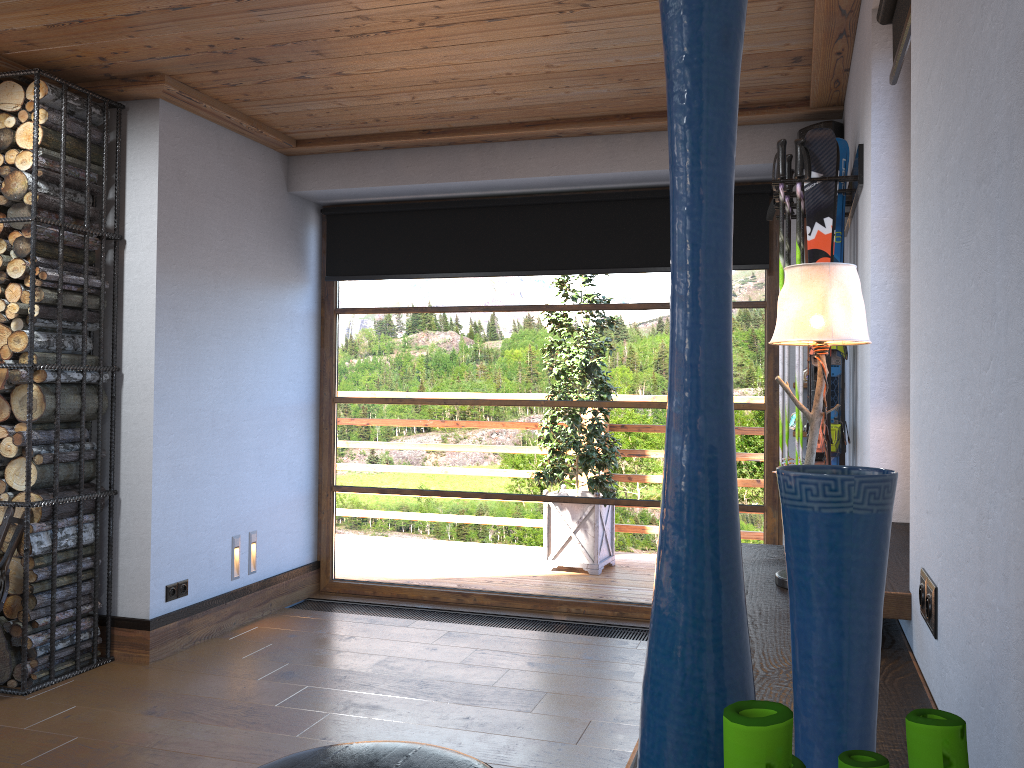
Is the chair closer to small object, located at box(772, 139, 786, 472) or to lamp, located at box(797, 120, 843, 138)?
small object, located at box(772, 139, 786, 472)

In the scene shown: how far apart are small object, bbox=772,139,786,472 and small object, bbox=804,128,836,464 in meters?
0.1 m

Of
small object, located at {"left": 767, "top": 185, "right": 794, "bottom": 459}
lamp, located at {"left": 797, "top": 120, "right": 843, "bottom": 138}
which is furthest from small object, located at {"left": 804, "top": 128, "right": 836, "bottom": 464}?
lamp, located at {"left": 797, "top": 120, "right": 843, "bottom": 138}

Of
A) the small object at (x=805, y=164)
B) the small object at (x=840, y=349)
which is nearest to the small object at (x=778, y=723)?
the small object at (x=805, y=164)

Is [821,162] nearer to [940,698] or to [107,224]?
[940,698]

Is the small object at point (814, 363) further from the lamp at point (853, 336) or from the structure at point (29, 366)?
the structure at point (29, 366)

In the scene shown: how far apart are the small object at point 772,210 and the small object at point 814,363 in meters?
0.7

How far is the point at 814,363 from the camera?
3.1m

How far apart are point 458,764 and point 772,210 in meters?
3.0

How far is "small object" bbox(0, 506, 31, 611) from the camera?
3.7 meters
